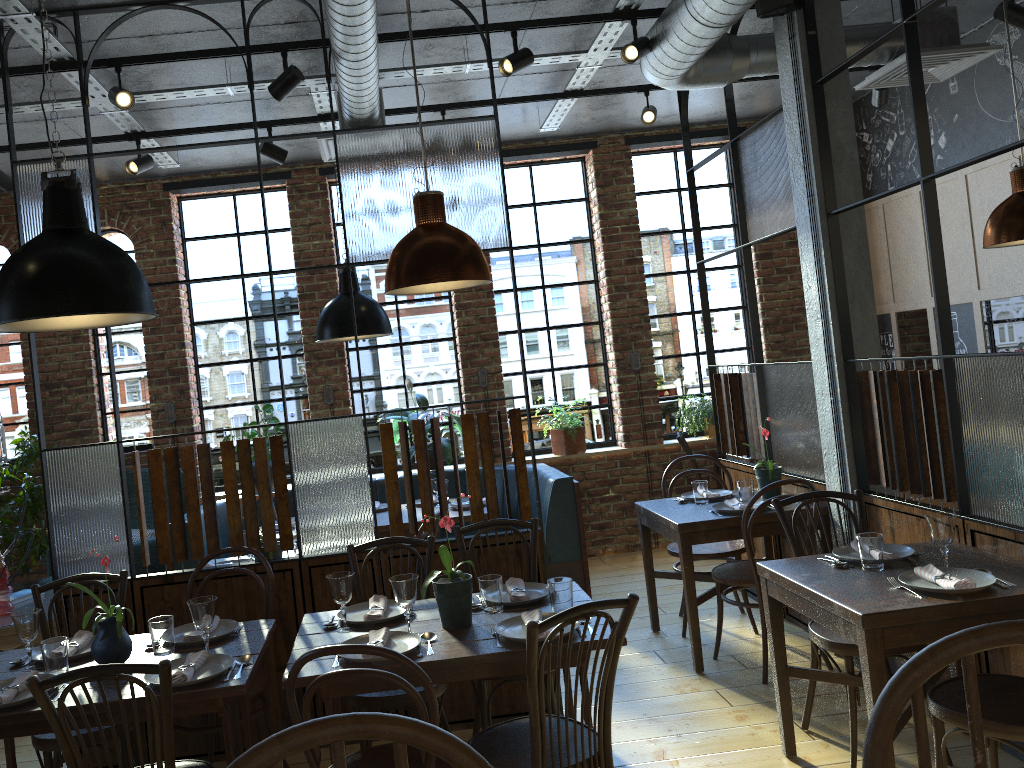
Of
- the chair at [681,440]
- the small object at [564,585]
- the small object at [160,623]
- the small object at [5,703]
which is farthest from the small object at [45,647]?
the chair at [681,440]

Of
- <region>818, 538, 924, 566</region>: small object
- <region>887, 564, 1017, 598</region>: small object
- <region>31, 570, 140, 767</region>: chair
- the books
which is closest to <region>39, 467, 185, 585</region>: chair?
the books

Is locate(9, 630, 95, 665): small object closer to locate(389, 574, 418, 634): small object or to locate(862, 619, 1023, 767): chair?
locate(389, 574, 418, 634): small object

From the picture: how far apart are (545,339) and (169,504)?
4.05m

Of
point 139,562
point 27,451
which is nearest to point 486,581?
point 139,562

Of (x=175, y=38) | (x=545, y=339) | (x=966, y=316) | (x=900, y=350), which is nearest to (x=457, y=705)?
(x=175, y=38)

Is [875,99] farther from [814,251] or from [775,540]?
[775,540]

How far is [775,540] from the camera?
5.1m

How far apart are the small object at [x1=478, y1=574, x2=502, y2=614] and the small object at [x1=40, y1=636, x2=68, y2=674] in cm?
133

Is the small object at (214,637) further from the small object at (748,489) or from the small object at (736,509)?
the small object at (748,489)
